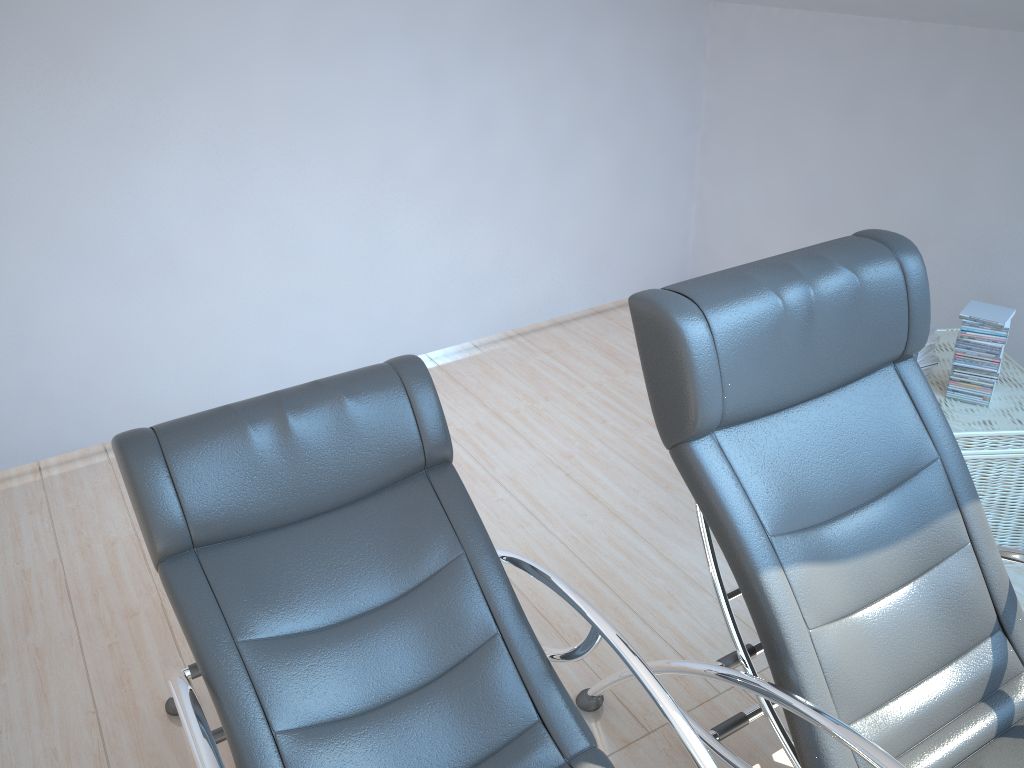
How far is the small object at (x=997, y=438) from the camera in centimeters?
269cm

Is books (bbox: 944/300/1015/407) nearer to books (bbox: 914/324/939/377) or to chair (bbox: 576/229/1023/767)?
books (bbox: 914/324/939/377)

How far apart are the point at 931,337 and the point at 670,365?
1.6m

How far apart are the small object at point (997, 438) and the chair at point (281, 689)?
1.5m

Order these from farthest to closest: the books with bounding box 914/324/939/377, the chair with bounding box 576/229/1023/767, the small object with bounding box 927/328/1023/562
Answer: the books with bounding box 914/324/939/377
the small object with bounding box 927/328/1023/562
the chair with bounding box 576/229/1023/767

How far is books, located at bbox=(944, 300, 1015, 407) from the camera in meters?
2.7

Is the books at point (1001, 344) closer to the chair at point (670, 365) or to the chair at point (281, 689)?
the chair at point (670, 365)

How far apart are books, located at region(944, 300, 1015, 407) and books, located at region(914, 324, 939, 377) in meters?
0.1

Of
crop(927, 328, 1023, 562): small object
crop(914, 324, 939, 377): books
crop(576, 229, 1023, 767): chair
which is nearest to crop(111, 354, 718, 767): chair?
crop(576, 229, 1023, 767): chair

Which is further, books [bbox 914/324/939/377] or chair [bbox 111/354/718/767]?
books [bbox 914/324/939/377]
